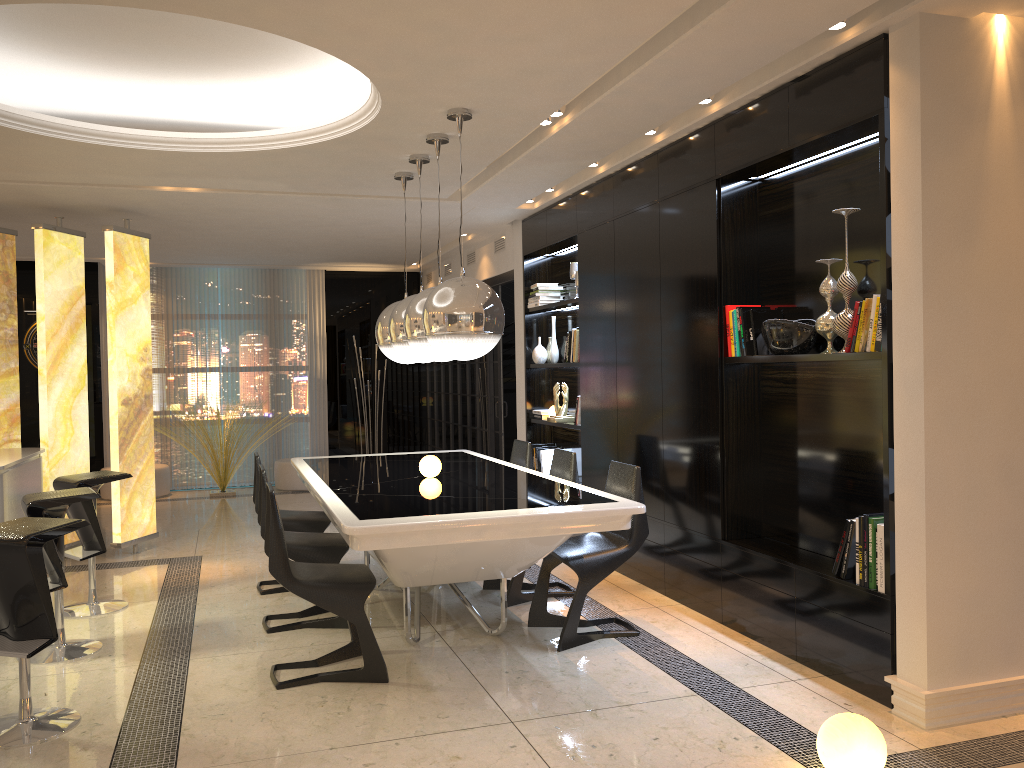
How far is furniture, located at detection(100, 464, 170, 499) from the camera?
9.7m

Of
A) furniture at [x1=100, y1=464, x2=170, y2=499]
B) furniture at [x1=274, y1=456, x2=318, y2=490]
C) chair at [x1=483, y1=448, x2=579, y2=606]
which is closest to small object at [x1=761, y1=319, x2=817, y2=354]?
chair at [x1=483, y1=448, x2=579, y2=606]

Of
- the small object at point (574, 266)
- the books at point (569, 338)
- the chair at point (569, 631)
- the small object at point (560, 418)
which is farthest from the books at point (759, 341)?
the small object at point (560, 418)

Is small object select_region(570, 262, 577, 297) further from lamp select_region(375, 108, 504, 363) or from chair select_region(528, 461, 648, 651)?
chair select_region(528, 461, 648, 651)

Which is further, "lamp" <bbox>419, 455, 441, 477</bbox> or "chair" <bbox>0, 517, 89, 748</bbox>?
"lamp" <bbox>419, 455, 441, 477</bbox>

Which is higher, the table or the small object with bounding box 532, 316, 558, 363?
the small object with bounding box 532, 316, 558, 363

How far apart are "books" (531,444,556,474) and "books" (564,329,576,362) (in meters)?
1.00

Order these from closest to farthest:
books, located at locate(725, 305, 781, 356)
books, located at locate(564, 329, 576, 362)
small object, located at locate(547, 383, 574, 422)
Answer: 1. books, located at locate(725, 305, 781, 356)
2. books, located at locate(564, 329, 576, 362)
3. small object, located at locate(547, 383, 574, 422)

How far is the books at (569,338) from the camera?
6.7m

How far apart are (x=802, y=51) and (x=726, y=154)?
0.77m
